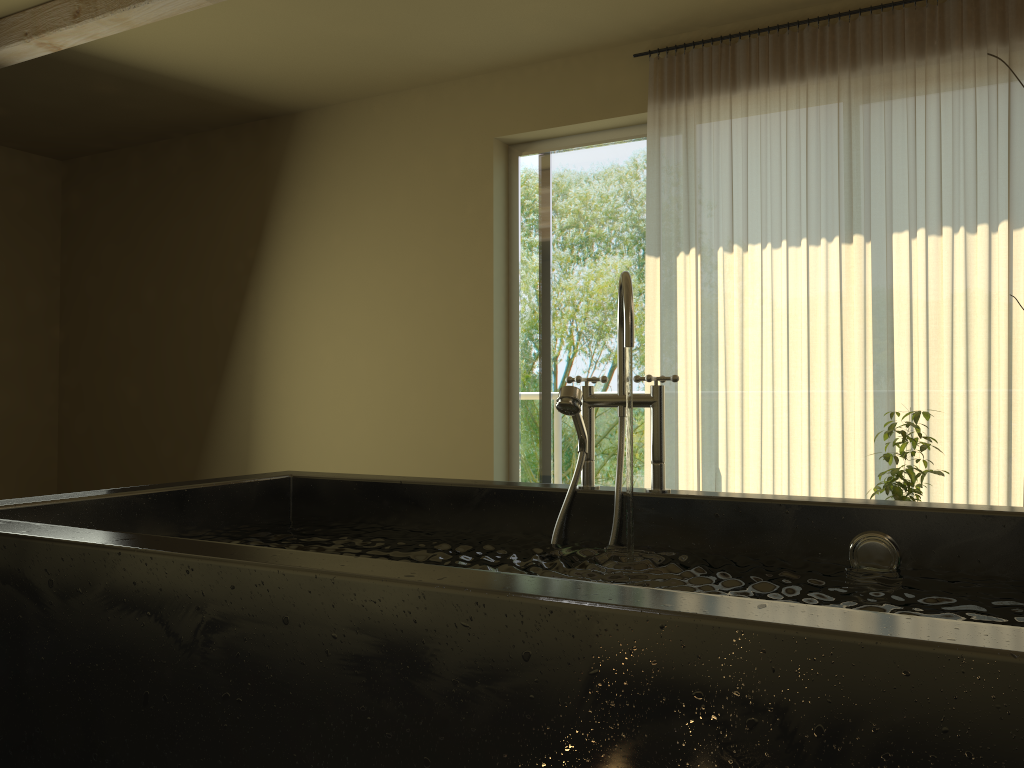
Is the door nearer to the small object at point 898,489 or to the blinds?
the blinds

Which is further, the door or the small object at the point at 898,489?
the door

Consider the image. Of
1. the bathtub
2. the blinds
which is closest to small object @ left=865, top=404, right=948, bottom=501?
the blinds

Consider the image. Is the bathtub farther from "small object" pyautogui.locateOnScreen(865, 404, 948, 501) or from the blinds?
the blinds

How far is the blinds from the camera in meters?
3.5 m

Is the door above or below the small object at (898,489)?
above

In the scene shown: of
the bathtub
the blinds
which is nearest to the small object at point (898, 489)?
the blinds

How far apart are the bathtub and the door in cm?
237

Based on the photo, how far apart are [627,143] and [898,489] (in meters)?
2.27

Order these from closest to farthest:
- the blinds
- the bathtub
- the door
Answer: the bathtub → the blinds → the door
